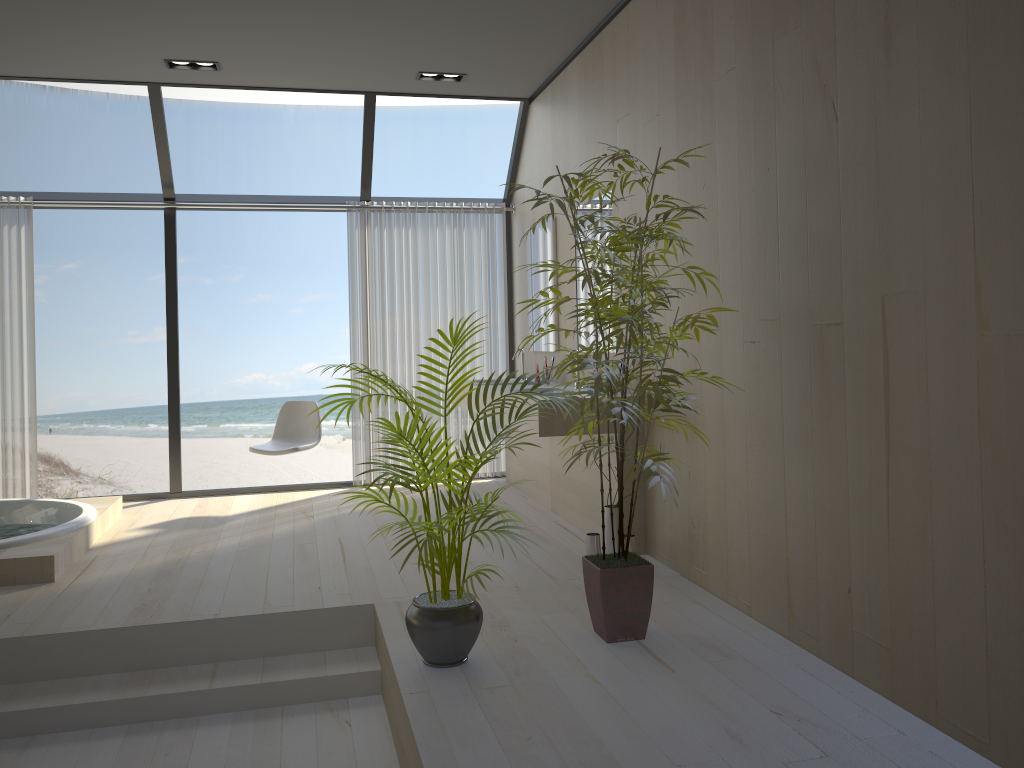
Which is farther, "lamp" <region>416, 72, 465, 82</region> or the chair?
the chair

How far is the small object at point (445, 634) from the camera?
2.9 meters

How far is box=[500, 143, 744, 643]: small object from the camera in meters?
2.9

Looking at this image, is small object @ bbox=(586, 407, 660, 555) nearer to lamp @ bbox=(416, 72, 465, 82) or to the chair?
the chair

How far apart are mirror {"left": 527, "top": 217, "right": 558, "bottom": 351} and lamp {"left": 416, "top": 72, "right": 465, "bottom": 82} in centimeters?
106cm

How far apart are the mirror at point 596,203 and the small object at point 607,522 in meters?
1.3

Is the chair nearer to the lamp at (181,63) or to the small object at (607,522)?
the lamp at (181,63)

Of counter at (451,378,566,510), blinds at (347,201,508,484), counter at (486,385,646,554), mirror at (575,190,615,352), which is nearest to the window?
blinds at (347,201,508,484)

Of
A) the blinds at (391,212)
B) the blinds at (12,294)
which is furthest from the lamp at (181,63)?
the blinds at (12,294)

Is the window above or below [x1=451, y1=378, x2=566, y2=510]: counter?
above
